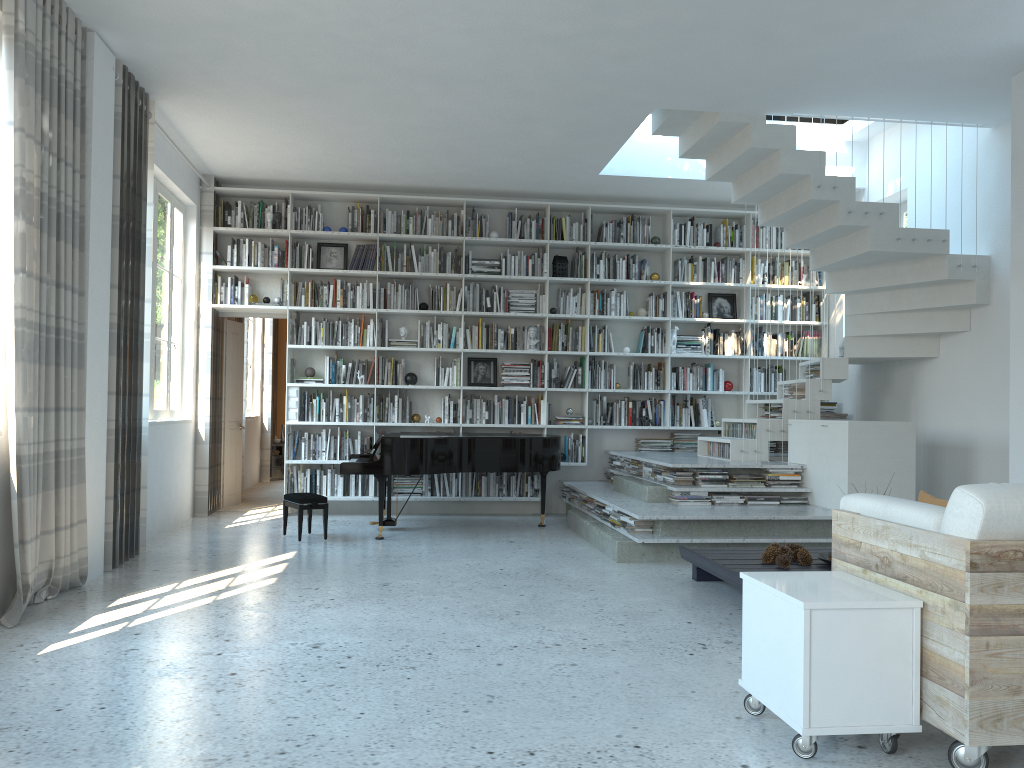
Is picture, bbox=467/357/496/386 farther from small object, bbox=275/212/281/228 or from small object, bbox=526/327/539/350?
small object, bbox=275/212/281/228

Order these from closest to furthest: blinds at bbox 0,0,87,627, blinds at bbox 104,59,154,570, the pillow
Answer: the pillow < blinds at bbox 0,0,87,627 < blinds at bbox 104,59,154,570

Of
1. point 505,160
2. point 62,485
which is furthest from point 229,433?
point 62,485

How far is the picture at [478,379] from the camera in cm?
895

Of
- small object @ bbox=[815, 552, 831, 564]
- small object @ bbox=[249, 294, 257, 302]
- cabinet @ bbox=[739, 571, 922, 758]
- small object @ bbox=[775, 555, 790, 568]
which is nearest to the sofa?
cabinet @ bbox=[739, 571, 922, 758]

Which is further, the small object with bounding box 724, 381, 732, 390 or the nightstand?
the nightstand

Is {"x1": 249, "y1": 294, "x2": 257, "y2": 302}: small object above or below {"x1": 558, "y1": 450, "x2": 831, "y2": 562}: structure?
above

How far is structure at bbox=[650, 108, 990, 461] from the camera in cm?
654

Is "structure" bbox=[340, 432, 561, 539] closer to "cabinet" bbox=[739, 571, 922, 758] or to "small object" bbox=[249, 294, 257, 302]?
"small object" bbox=[249, 294, 257, 302]

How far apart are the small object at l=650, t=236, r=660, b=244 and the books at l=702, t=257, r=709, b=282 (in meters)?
0.55
